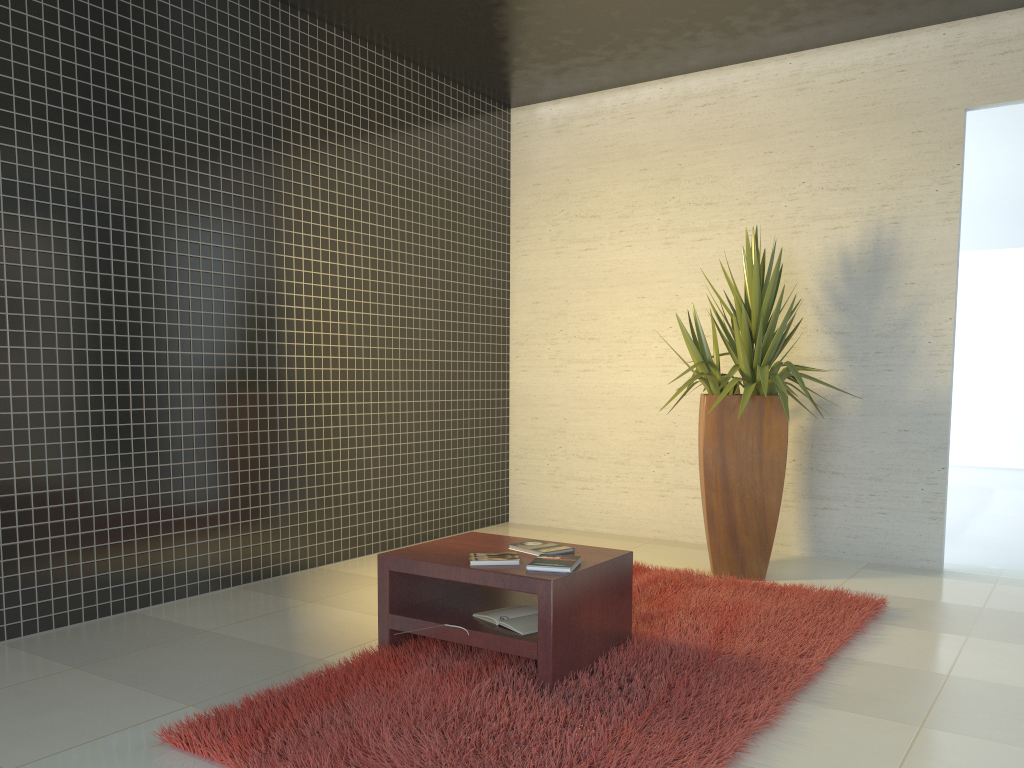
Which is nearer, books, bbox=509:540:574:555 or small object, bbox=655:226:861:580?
books, bbox=509:540:574:555

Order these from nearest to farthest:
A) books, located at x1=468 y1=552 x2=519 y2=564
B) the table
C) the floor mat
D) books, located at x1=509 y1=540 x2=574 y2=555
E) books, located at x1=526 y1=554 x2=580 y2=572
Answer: the floor mat → the table → books, located at x1=526 y1=554 x2=580 y2=572 → books, located at x1=468 y1=552 x2=519 y2=564 → books, located at x1=509 y1=540 x2=574 y2=555

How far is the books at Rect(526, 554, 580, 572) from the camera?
3.3 meters

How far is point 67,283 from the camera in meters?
4.2 m

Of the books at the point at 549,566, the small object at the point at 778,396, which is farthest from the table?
the small object at the point at 778,396

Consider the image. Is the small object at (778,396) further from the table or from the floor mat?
the table

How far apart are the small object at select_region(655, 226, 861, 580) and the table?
1.5m

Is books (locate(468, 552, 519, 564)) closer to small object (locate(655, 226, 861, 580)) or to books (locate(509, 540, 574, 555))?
books (locate(509, 540, 574, 555))

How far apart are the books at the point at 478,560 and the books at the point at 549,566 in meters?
0.1

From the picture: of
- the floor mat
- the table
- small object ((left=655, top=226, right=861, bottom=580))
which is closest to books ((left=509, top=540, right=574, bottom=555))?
the table
